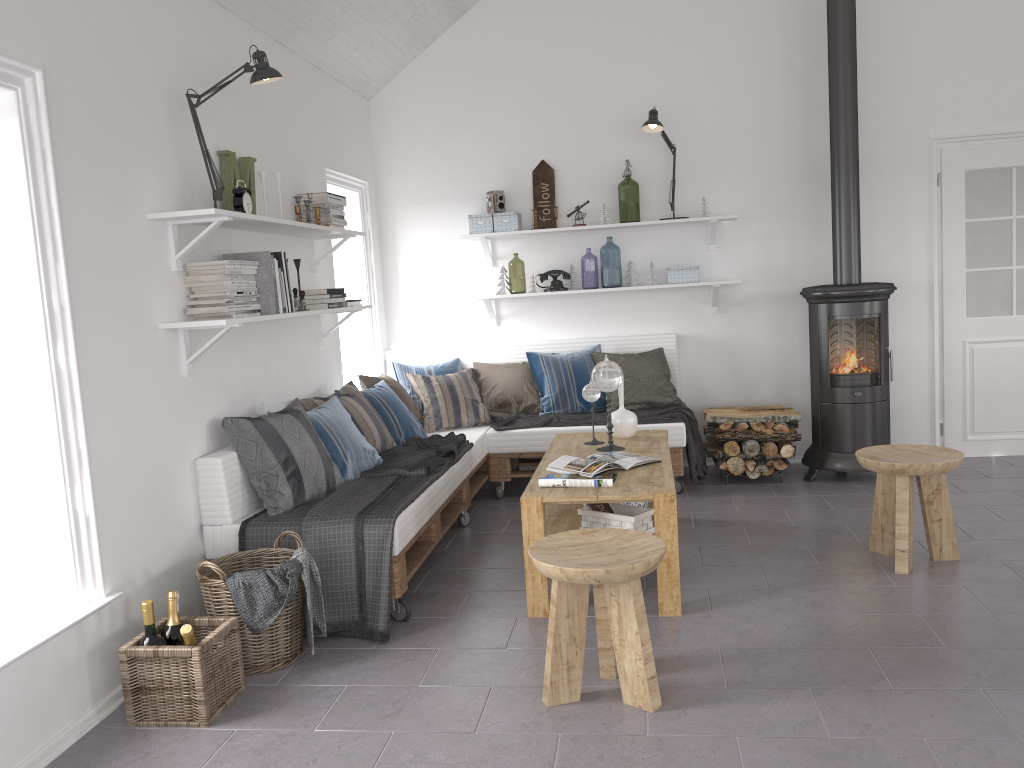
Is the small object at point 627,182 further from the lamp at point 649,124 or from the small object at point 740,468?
the small object at point 740,468

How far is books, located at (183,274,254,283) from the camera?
3.53m

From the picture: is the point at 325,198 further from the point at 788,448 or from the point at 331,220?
the point at 788,448

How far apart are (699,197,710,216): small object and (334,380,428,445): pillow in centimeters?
232cm

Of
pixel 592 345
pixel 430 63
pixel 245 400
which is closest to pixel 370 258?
pixel 430 63

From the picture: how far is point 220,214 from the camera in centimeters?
331cm

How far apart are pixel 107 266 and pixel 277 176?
1.38m

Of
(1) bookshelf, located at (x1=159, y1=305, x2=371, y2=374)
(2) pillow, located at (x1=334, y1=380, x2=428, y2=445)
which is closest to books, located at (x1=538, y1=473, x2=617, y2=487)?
(1) bookshelf, located at (x1=159, y1=305, x2=371, y2=374)

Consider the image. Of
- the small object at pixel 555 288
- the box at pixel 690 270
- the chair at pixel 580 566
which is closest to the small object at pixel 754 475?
the box at pixel 690 270

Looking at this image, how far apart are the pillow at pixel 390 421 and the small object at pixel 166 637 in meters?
2.1 m
